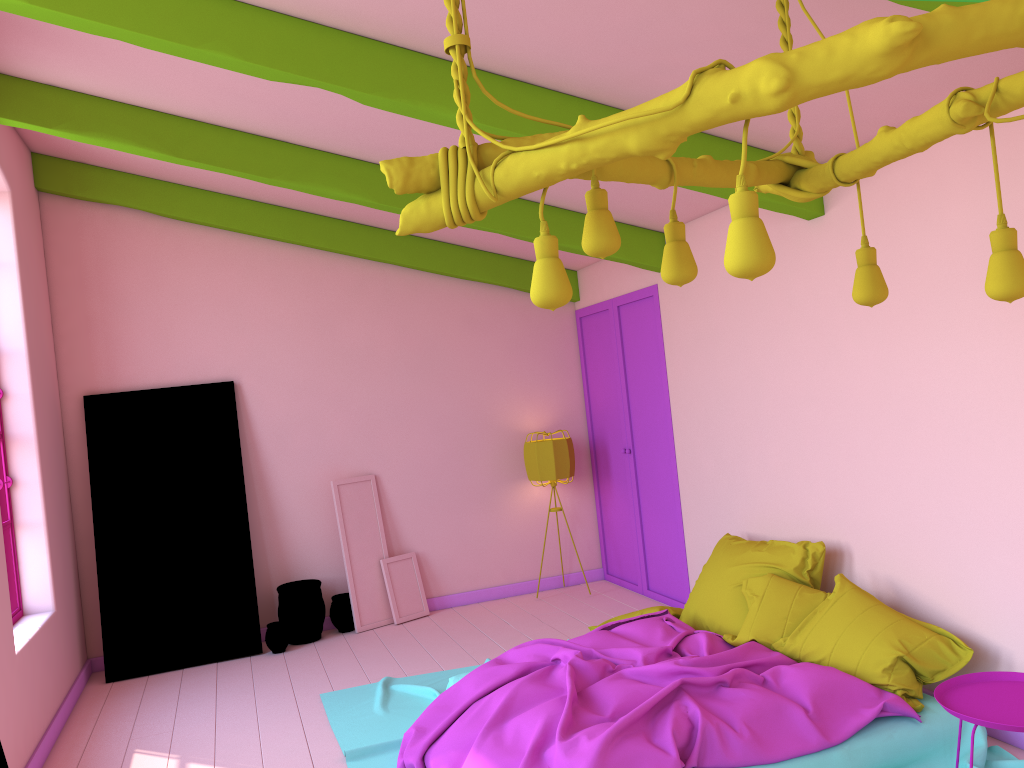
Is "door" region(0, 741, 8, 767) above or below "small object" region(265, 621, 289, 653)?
above

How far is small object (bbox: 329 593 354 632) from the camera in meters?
7.4

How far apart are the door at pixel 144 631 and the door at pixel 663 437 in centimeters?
318cm

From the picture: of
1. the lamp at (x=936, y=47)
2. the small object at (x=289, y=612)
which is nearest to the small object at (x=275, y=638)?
the small object at (x=289, y=612)

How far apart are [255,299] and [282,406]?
0.9m

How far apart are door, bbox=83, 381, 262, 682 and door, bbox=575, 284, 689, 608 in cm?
318

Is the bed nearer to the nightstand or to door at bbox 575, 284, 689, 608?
the nightstand

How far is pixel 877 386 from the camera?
4.68m

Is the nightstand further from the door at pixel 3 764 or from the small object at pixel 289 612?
the small object at pixel 289 612

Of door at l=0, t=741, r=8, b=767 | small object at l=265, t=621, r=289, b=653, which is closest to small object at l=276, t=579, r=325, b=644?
small object at l=265, t=621, r=289, b=653
